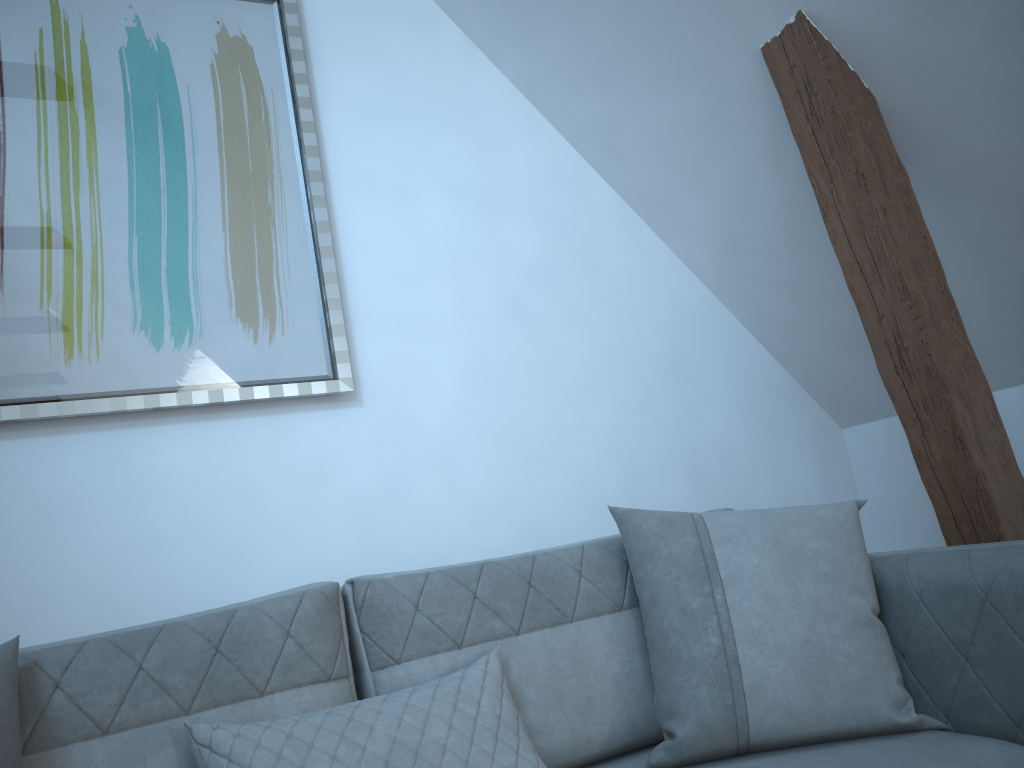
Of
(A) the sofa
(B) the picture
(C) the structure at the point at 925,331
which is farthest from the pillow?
(B) the picture

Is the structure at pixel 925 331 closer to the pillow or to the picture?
the pillow

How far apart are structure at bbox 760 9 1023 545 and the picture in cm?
120

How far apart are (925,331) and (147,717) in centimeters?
175cm

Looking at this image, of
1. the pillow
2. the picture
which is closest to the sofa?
the pillow

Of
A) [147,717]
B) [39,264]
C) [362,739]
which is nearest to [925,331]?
[362,739]

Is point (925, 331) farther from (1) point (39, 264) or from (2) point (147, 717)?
(1) point (39, 264)

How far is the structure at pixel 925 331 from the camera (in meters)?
2.01

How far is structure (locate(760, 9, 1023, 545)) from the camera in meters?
2.0 m

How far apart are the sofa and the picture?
0.7 meters
